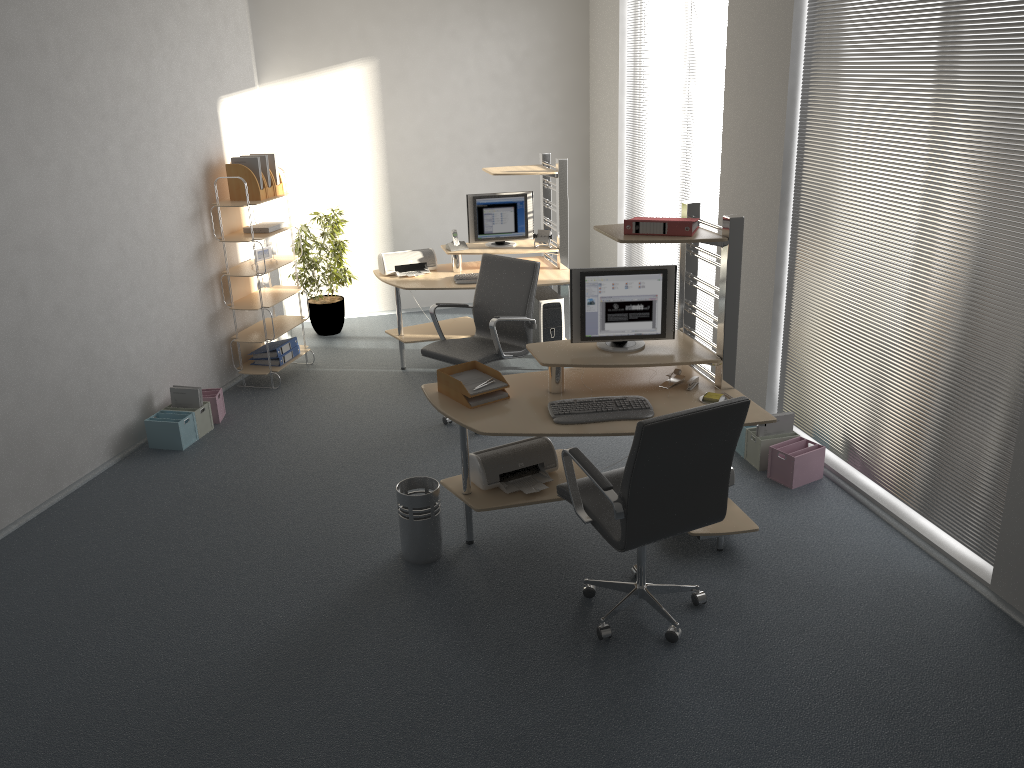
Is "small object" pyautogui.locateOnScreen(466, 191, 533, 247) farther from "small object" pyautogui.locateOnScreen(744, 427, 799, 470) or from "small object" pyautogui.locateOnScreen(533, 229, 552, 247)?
"small object" pyautogui.locateOnScreen(744, 427, 799, 470)

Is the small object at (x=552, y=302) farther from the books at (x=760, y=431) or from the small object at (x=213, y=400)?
the small object at (x=213, y=400)

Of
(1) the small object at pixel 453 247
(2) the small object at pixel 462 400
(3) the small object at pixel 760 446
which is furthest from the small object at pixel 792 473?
(1) the small object at pixel 453 247

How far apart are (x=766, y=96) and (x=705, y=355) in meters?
1.9 m

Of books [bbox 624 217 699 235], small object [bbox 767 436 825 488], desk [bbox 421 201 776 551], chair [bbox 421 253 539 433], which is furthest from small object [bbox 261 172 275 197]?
small object [bbox 767 436 825 488]

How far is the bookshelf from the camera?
6.45m

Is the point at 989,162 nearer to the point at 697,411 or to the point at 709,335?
the point at 697,411

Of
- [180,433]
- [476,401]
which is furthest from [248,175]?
[476,401]

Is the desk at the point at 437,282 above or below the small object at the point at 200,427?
above

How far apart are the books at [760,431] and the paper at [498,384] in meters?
1.7 m
